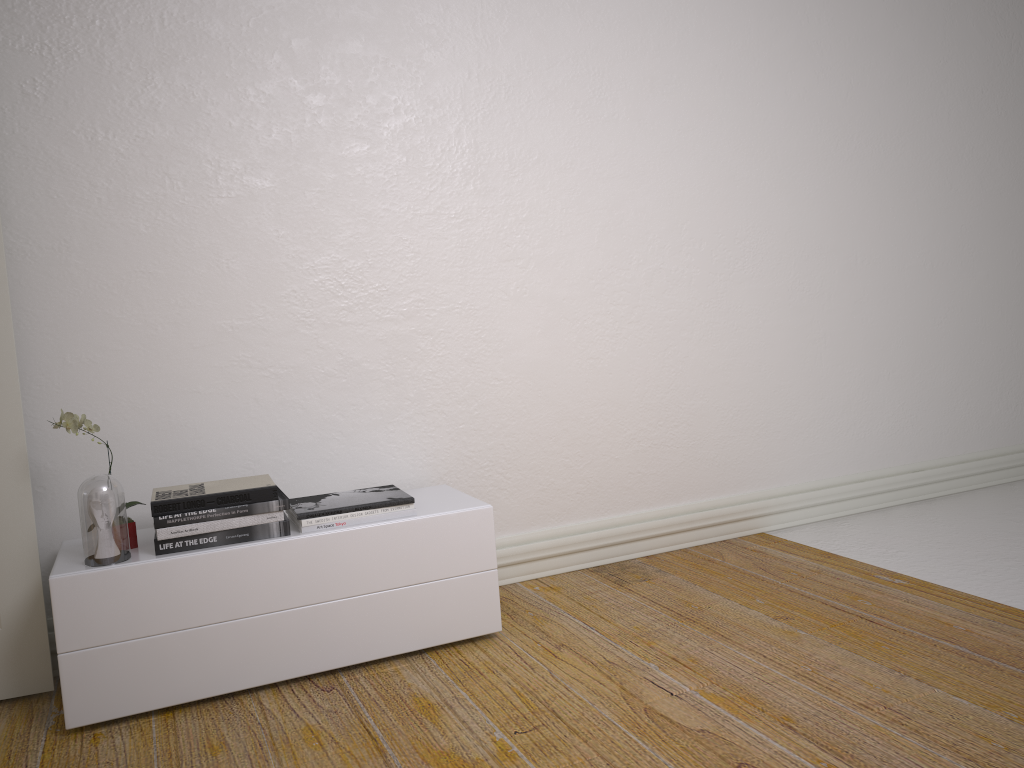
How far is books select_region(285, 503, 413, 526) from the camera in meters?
2.5

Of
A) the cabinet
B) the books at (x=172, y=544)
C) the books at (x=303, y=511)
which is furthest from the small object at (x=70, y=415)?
the books at (x=303, y=511)

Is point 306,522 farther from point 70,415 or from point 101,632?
point 70,415

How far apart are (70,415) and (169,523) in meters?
0.4

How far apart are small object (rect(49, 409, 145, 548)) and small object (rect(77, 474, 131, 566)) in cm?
13

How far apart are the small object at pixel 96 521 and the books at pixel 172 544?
0.1m

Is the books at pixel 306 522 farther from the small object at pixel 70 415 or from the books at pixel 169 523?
the small object at pixel 70 415

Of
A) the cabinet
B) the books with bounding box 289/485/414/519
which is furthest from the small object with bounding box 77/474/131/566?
the books with bounding box 289/485/414/519

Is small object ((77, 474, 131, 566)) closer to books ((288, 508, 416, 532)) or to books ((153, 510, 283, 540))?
books ((153, 510, 283, 540))

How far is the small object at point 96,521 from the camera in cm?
232
